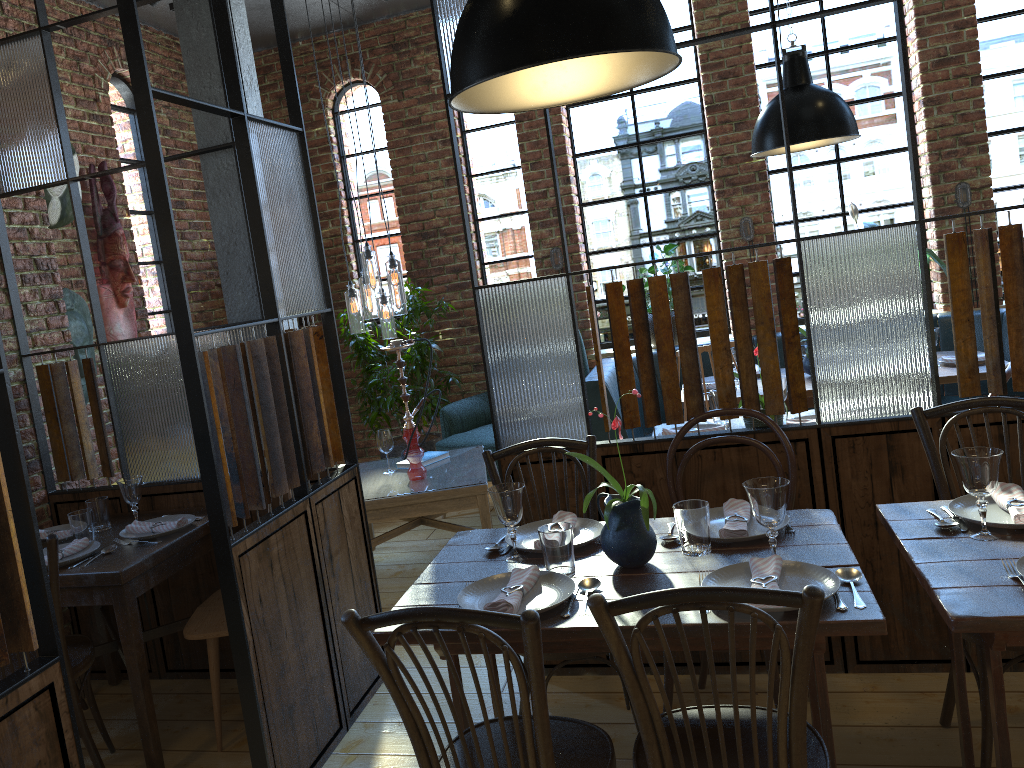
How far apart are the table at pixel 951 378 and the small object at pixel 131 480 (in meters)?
3.15

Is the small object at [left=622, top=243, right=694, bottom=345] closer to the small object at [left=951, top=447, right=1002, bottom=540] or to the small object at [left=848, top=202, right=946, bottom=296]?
the small object at [left=848, top=202, right=946, bottom=296]

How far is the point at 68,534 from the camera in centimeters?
316cm

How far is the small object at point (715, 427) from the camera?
3.43m

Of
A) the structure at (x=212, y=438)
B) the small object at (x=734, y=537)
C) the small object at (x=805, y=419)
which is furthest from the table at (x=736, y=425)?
the small object at (x=734, y=537)

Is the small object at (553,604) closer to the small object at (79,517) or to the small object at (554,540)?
the small object at (554,540)

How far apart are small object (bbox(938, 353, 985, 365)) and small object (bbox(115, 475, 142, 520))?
3.9 meters

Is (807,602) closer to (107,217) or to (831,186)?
(107,217)

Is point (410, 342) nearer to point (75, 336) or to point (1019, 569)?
point (75, 336)

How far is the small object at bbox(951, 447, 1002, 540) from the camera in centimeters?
198cm
